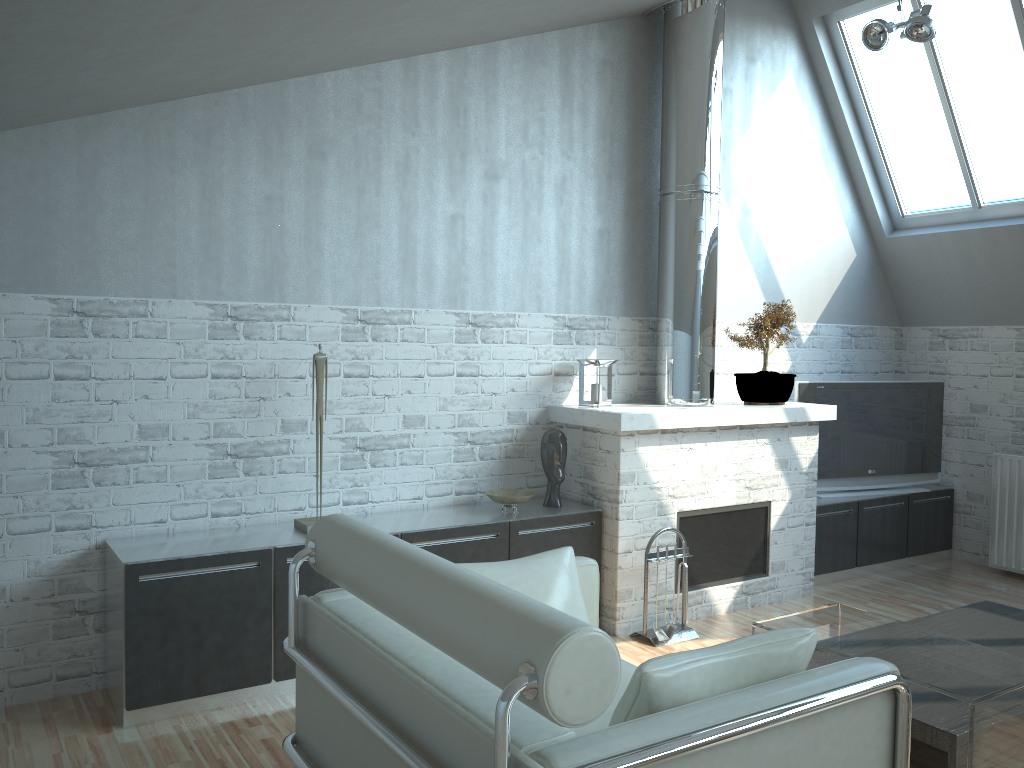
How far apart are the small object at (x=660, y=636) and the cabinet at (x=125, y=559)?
1.0m

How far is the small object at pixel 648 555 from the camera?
8.8m

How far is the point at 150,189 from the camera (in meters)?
7.49

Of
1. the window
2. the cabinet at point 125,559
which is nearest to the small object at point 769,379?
the cabinet at point 125,559

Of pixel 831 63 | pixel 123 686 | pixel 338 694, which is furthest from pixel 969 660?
pixel 831 63

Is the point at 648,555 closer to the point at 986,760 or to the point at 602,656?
the point at 986,760

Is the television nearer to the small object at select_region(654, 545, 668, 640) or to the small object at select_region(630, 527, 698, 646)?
the small object at select_region(630, 527, 698, 646)

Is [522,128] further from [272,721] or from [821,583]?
[821,583]

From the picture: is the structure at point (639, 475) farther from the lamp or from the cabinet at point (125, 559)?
the lamp

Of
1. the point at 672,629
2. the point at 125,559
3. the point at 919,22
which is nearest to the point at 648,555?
the point at 672,629
